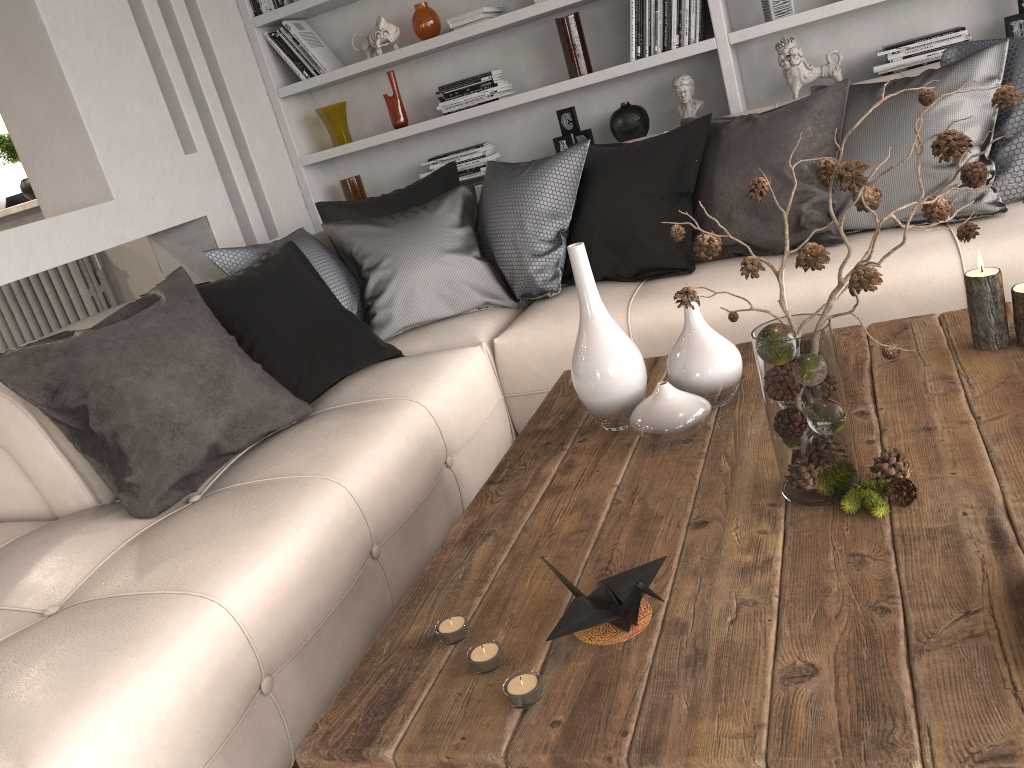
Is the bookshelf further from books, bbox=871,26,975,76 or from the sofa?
the sofa

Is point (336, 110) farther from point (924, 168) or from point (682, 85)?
point (924, 168)

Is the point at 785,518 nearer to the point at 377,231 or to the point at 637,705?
the point at 637,705

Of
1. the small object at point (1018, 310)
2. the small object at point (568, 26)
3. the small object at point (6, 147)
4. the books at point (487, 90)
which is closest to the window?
the small object at point (6, 147)

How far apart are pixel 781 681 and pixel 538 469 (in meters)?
0.81

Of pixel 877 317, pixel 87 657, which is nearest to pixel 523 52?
pixel 877 317

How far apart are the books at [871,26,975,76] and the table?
1.9 meters

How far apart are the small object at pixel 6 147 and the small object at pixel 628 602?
4.8m

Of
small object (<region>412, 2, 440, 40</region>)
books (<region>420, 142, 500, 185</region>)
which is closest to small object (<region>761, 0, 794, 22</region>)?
books (<region>420, 142, 500, 185</region>)

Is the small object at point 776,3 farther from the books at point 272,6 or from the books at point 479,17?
the books at point 272,6
